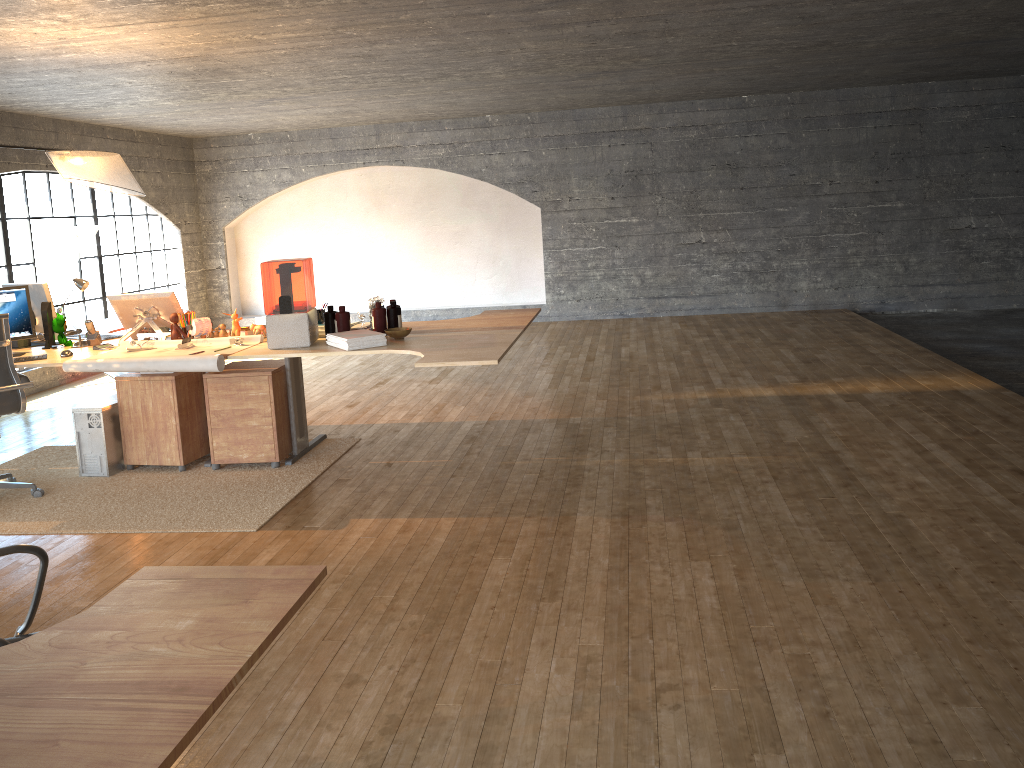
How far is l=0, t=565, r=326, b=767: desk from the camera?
1.2m

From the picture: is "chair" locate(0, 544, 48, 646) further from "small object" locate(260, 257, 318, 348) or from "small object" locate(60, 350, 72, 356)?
"small object" locate(60, 350, 72, 356)

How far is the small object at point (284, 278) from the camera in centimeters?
370cm

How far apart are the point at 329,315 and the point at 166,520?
1.3 meters

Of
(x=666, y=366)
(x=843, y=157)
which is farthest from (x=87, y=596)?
(x=843, y=157)

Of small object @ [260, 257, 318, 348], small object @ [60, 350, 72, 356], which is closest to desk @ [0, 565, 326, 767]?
small object @ [260, 257, 318, 348]

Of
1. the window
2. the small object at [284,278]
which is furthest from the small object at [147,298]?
the window

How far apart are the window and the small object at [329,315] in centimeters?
450cm

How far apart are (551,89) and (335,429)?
4.18m

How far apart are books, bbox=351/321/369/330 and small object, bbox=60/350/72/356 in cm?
155
